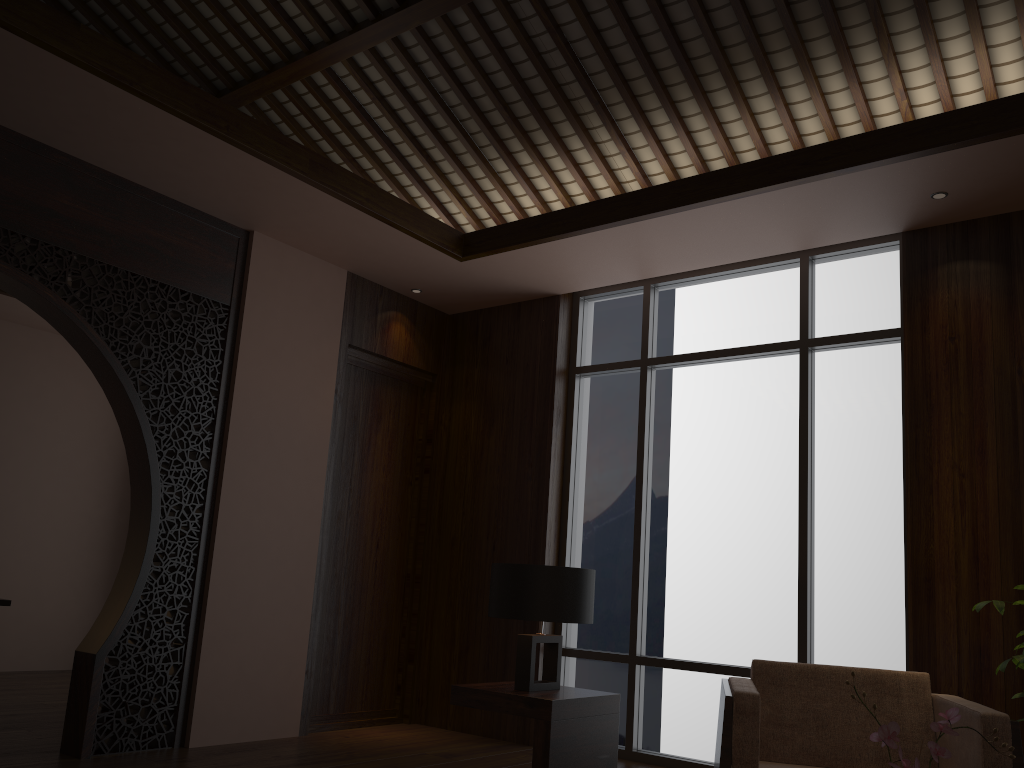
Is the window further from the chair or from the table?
the table

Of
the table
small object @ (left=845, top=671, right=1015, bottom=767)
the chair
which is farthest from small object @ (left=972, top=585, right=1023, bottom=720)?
small object @ (left=845, top=671, right=1015, bottom=767)

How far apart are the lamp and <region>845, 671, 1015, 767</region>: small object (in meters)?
2.05

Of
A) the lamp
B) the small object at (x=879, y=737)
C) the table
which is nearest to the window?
the table

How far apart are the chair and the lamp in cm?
57

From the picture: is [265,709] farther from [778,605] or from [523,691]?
[778,605]

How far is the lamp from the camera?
3.47m

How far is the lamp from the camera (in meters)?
3.47

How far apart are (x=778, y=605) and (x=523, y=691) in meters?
1.8

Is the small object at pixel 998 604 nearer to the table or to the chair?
the chair
